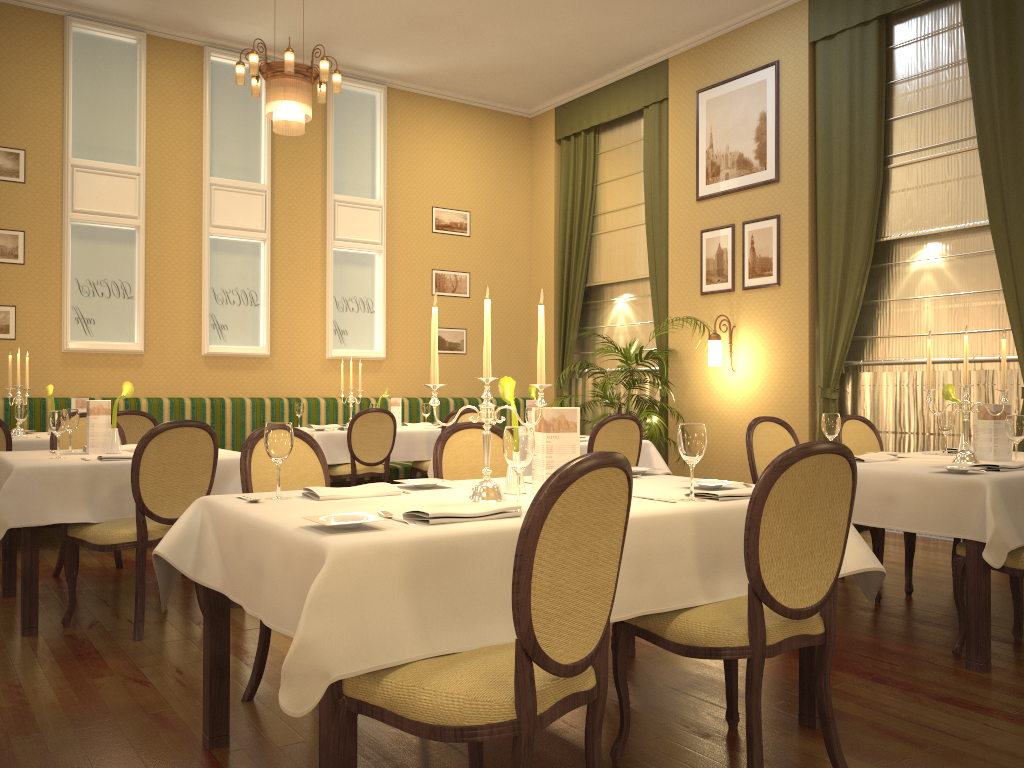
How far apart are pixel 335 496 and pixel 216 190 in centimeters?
673cm

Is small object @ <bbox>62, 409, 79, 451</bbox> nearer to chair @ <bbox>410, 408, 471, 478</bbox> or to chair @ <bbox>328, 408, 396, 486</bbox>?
chair @ <bbox>328, 408, 396, 486</bbox>

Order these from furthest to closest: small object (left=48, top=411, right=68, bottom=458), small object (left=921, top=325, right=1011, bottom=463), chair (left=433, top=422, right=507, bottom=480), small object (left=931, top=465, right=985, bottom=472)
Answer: small object (left=48, top=411, right=68, bottom=458)
small object (left=921, top=325, right=1011, bottom=463)
chair (left=433, top=422, right=507, bottom=480)
small object (left=931, top=465, right=985, bottom=472)

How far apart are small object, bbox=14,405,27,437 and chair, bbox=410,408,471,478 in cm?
306

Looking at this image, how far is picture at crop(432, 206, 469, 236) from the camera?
10.0m

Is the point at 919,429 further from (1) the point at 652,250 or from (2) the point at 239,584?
(2) the point at 239,584

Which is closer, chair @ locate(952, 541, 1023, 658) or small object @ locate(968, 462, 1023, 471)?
chair @ locate(952, 541, 1023, 658)

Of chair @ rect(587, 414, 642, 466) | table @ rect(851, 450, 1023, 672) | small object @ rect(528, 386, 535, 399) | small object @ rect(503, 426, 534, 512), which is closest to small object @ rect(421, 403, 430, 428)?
small object @ rect(528, 386, 535, 399)

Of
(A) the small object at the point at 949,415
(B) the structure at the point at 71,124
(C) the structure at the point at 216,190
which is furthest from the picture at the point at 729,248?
(B) the structure at the point at 71,124

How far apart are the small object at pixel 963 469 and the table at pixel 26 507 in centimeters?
320cm
